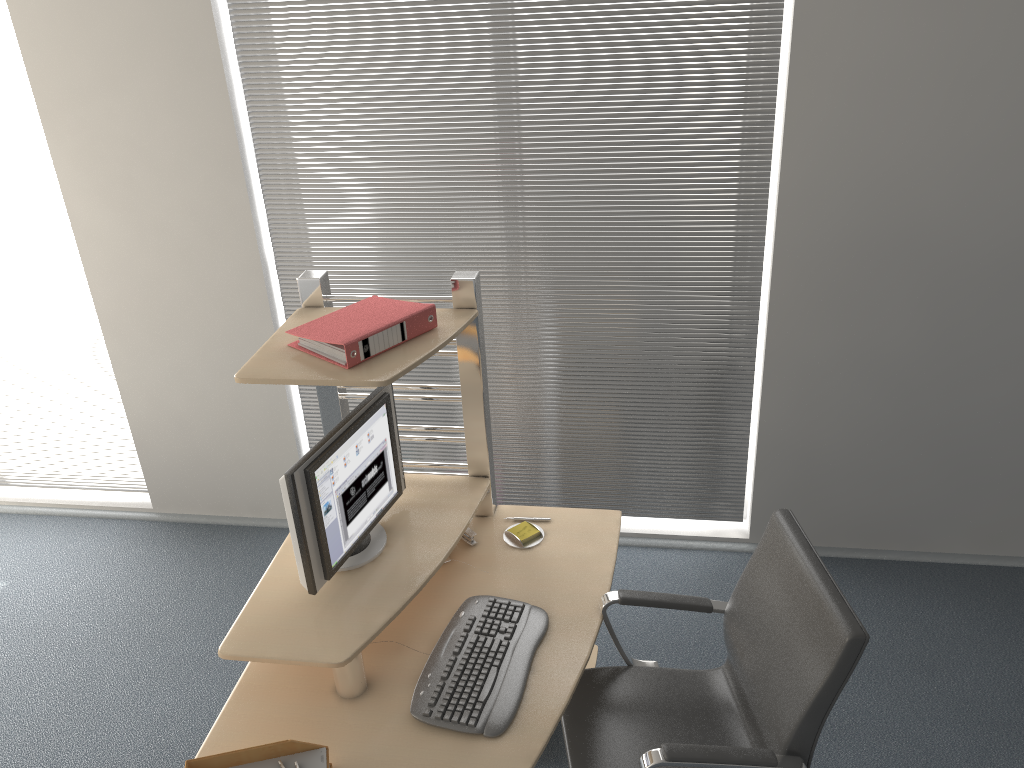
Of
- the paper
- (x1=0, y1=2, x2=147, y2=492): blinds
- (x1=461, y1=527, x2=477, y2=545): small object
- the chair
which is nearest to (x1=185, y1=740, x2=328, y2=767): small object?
the paper

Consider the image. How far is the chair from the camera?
2.0m

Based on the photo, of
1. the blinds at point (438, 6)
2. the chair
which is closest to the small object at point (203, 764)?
the chair

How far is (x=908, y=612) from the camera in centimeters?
346cm

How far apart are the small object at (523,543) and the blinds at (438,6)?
1.0 meters

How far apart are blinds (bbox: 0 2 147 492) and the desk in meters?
1.7

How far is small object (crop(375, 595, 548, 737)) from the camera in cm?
217

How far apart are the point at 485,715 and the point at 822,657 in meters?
0.8 m

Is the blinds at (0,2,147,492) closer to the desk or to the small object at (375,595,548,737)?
the desk

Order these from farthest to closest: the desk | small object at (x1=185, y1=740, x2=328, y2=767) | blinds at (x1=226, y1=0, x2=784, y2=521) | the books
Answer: blinds at (x1=226, y1=0, x2=784, y2=521)
the books
the desk
small object at (x1=185, y1=740, x2=328, y2=767)
